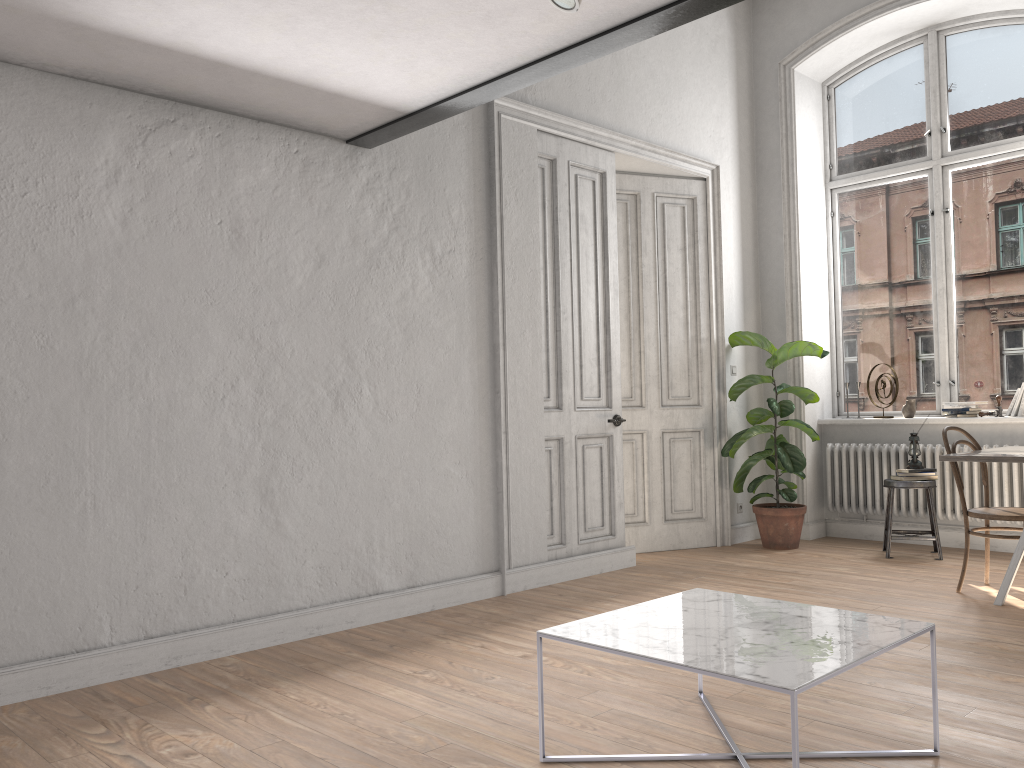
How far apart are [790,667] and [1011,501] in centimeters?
471cm

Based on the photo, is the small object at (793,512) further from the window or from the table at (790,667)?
the table at (790,667)

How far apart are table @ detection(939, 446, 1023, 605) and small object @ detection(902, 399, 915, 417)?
1.65m

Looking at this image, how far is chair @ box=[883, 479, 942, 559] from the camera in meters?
6.0

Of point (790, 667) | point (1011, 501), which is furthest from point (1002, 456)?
point (790, 667)

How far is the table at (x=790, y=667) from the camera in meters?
2.2 m

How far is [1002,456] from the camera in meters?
4.4

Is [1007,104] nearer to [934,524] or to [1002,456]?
[934,524]

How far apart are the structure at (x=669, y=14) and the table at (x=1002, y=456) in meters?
2.7

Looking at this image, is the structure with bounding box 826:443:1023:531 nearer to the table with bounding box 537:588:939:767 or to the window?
the window
